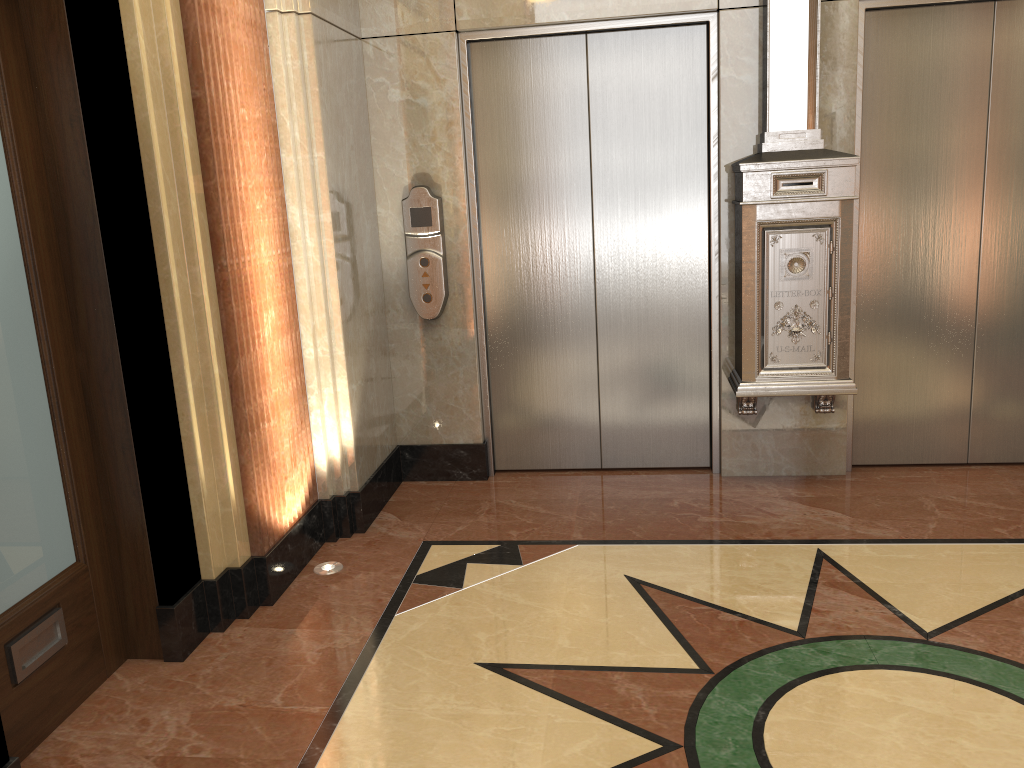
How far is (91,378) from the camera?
2.8m

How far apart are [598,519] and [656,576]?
Answer: 0.6m
